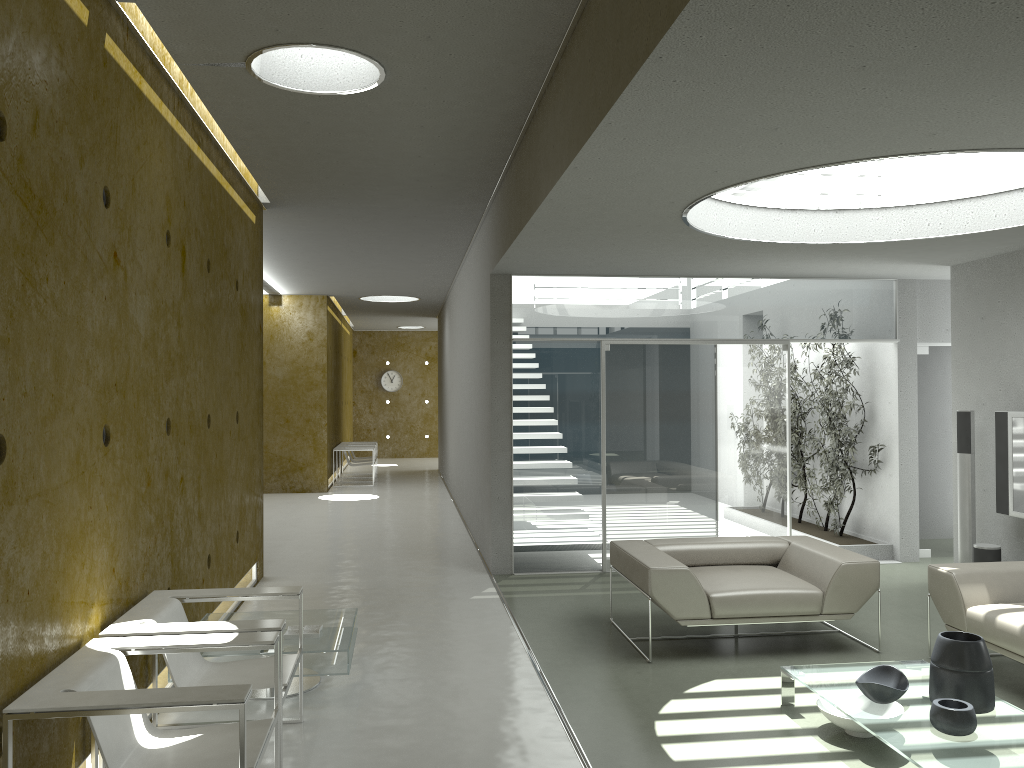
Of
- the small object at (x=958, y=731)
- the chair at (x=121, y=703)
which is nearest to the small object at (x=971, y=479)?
the small object at (x=958, y=731)

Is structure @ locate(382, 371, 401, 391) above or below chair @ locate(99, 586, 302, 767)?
above

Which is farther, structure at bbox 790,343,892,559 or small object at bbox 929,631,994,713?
structure at bbox 790,343,892,559

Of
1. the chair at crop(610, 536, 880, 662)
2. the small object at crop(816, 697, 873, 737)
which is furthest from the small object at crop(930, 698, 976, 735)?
the chair at crop(610, 536, 880, 662)

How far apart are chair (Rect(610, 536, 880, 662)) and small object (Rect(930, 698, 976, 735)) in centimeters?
163cm

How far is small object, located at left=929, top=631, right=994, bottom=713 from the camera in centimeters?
387cm

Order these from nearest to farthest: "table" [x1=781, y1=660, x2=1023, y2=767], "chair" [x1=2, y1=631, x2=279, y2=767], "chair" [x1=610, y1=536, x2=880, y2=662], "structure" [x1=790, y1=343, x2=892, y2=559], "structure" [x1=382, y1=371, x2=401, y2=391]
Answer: "chair" [x1=2, y1=631, x2=279, y2=767] → "table" [x1=781, y1=660, x2=1023, y2=767] → "chair" [x1=610, y1=536, x2=880, y2=662] → "structure" [x1=790, y1=343, x2=892, y2=559] → "structure" [x1=382, y1=371, x2=401, y2=391]

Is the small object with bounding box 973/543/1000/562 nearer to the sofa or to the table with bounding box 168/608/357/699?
the sofa

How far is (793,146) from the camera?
3.9m

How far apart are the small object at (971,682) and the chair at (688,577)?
1.33m
